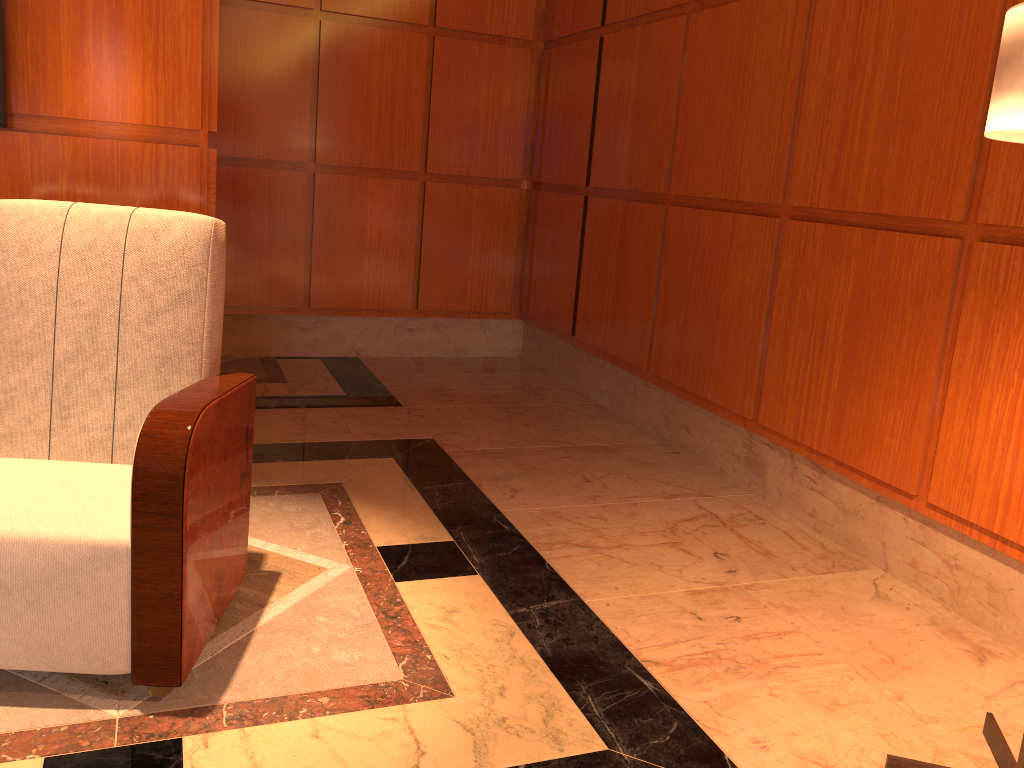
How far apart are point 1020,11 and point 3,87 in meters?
2.3

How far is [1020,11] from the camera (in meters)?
1.33

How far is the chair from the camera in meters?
1.8 m

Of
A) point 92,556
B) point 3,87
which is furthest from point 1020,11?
point 3,87

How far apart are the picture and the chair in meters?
0.4 m

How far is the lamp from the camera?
1.3m

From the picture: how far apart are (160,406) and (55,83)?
1.2 meters

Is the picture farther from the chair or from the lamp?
the lamp

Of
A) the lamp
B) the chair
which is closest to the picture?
the chair

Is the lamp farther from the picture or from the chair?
the picture
